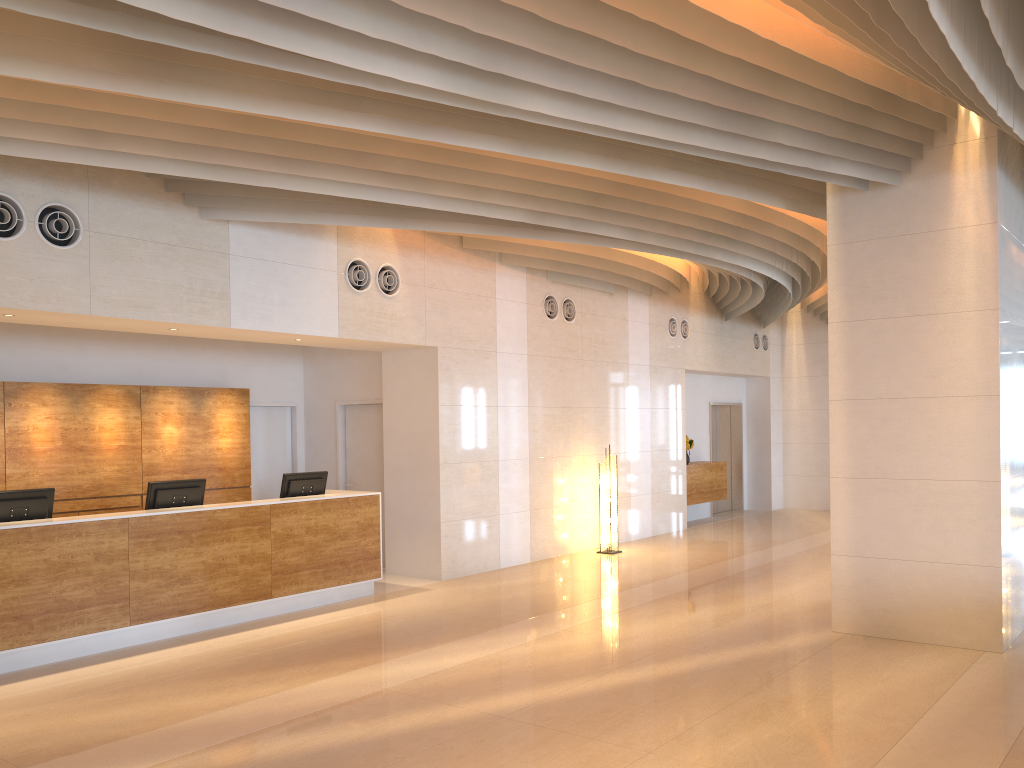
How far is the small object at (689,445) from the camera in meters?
14.8 m

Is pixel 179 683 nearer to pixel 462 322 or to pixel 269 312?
pixel 269 312

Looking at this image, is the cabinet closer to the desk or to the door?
the door

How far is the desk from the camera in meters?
6.4 m

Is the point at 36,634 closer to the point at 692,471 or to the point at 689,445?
the point at 692,471

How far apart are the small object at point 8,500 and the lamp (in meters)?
6.75

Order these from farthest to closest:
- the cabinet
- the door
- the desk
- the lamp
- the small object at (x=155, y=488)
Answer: the door → the cabinet → the lamp → the small object at (x=155, y=488) → the desk

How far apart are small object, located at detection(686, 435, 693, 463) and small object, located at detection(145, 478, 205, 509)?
8.8m

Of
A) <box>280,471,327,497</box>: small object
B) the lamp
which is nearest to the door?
the lamp

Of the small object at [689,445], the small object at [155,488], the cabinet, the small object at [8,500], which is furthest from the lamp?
the small object at [8,500]
